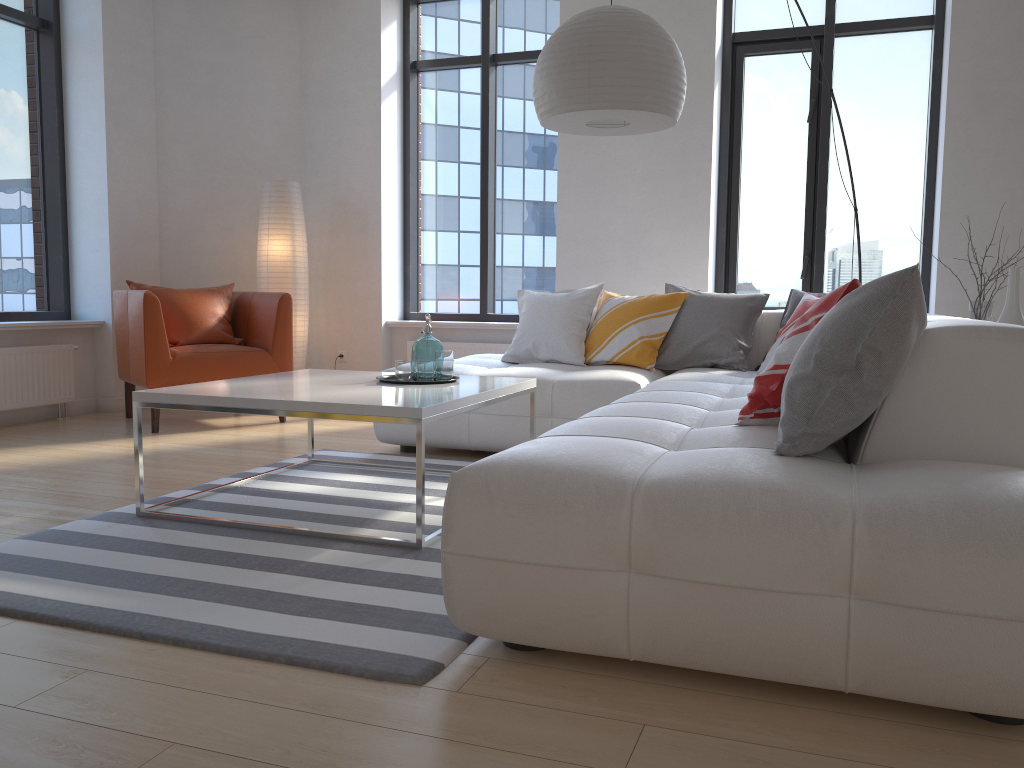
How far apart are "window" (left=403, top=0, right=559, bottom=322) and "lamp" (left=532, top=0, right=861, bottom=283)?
2.6 meters

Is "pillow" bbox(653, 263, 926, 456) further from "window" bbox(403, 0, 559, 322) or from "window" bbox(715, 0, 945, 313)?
"window" bbox(403, 0, 559, 322)

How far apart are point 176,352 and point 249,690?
3.6 meters

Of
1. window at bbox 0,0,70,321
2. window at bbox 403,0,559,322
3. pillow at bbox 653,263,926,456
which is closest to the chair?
window at bbox 0,0,70,321

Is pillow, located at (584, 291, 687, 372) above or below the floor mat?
above

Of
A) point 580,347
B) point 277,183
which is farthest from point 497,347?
point 277,183

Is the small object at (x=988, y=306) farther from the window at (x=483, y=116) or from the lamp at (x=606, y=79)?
the window at (x=483, y=116)

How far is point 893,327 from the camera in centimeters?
187cm

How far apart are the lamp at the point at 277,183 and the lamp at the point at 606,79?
2.9m

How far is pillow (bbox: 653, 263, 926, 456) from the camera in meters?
1.9 m
